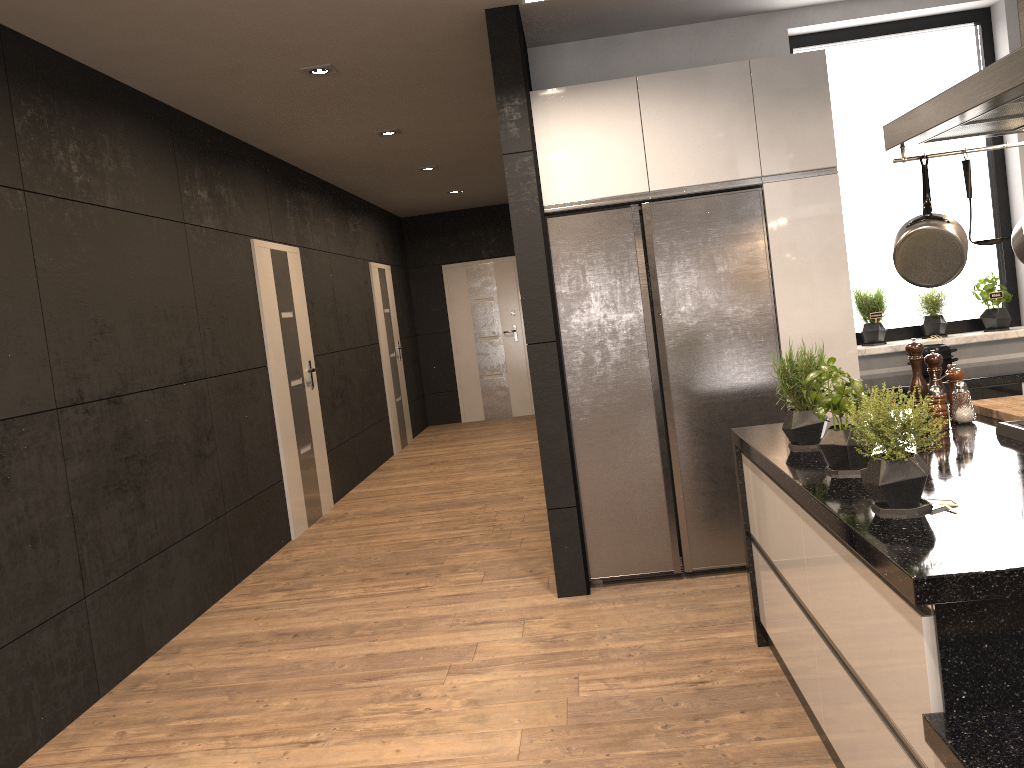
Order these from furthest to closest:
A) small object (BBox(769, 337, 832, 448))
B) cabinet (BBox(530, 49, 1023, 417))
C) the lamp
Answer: the lamp, cabinet (BBox(530, 49, 1023, 417)), small object (BBox(769, 337, 832, 448))

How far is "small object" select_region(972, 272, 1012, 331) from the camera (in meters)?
4.59

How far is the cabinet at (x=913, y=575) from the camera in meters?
1.5

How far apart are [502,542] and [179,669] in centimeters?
203cm

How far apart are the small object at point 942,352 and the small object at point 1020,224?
1.8 meters

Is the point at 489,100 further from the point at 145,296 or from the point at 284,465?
the point at 284,465

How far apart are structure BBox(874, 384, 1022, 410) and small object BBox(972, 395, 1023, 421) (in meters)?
1.08

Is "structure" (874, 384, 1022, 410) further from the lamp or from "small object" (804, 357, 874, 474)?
the lamp

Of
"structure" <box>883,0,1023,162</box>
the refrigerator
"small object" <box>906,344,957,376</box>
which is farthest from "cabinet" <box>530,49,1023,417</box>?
"structure" <box>883,0,1023,162</box>

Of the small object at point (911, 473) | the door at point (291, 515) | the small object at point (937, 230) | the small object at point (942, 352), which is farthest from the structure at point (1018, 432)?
the door at point (291, 515)
